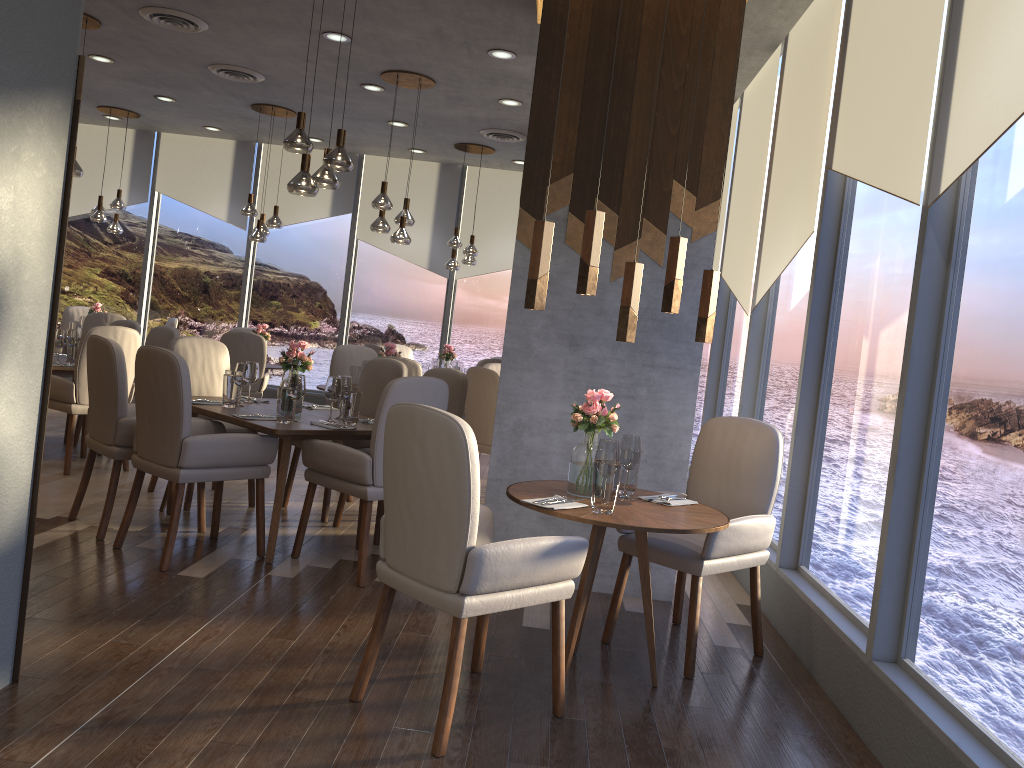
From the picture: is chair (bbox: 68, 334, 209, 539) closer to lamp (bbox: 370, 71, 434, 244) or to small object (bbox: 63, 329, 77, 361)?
small object (bbox: 63, 329, 77, 361)

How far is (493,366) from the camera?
7.5 meters

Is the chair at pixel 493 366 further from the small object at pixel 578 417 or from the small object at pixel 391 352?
the small object at pixel 578 417

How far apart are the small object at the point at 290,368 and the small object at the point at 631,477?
2.2m

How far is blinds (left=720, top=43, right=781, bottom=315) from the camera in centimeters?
569cm

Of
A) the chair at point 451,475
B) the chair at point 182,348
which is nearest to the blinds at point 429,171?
the chair at point 182,348

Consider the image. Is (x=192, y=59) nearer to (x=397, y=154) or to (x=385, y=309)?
(x=397, y=154)

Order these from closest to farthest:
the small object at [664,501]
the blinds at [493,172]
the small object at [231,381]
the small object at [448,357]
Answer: the small object at [664,501]
the small object at [231,381]
the small object at [448,357]
the blinds at [493,172]

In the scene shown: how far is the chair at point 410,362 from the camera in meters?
6.4

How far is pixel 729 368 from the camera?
6.50m
